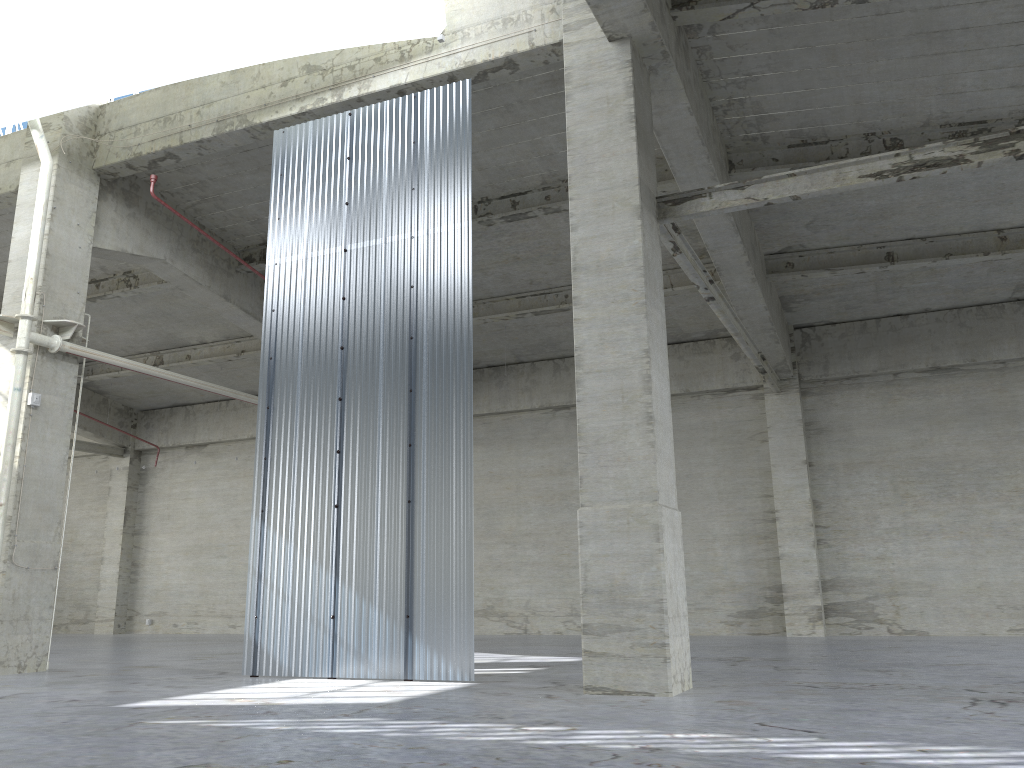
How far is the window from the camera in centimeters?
2164cm

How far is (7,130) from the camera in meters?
21.6

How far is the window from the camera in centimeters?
2164cm

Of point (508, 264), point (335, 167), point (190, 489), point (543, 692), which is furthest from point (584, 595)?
point (190, 489)
